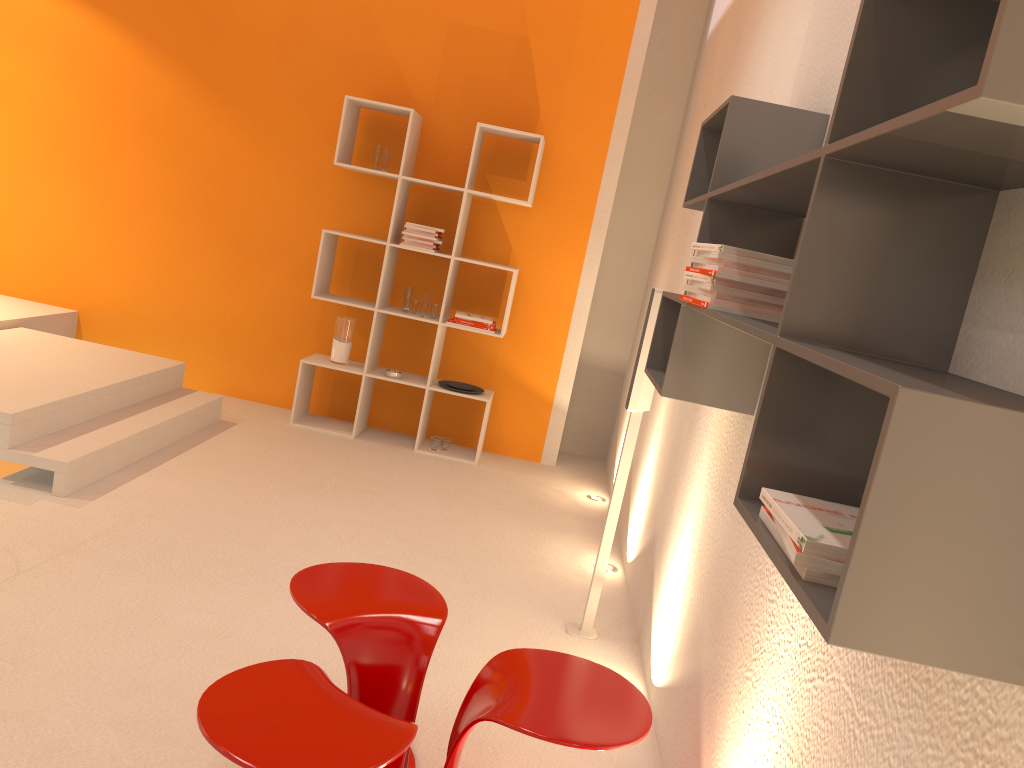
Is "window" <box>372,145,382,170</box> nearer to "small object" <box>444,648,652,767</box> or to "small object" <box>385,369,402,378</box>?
"small object" <box>385,369,402,378</box>

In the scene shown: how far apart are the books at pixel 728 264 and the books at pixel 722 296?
0.1 meters

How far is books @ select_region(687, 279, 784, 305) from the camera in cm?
197

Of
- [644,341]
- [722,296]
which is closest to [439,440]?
[644,341]

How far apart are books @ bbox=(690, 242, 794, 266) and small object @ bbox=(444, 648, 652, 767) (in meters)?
1.00

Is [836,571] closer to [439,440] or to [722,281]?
[722,281]

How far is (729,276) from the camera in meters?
1.9

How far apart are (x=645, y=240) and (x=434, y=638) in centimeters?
438cm

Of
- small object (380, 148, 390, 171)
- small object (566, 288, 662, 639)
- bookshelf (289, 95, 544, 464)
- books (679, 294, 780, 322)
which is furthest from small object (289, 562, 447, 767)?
small object (380, 148, 390, 171)

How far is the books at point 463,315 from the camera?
5.3 meters
